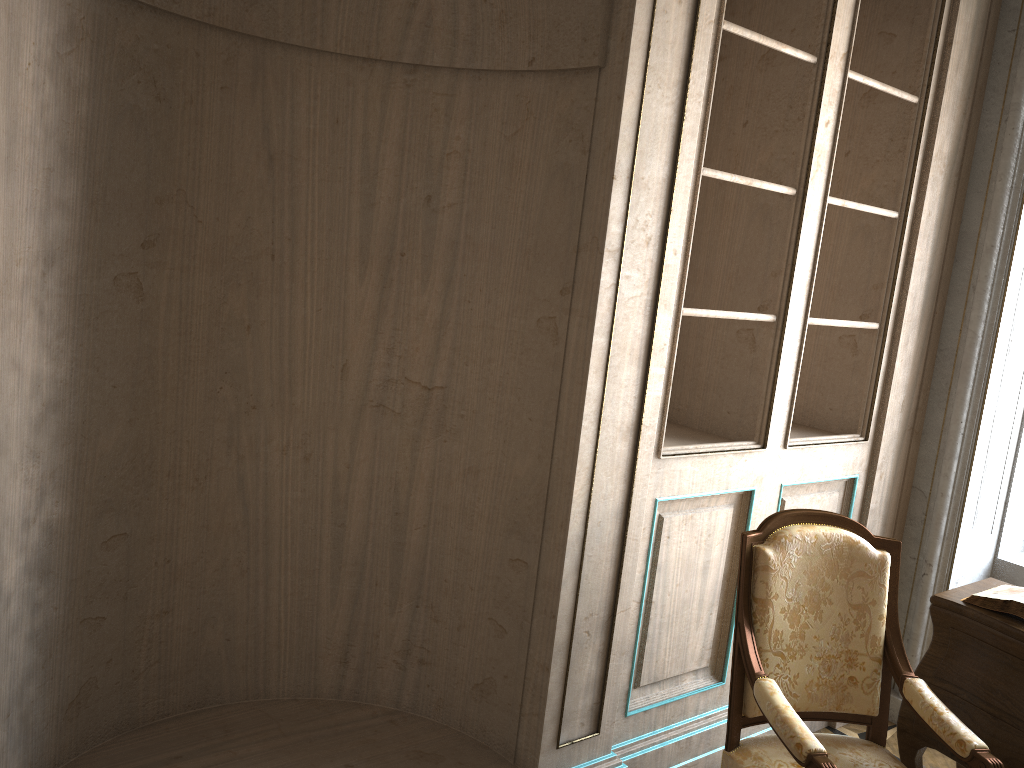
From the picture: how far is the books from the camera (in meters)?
2.55

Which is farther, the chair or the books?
the books

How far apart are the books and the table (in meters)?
0.02

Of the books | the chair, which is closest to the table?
the books

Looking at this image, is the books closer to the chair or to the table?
the table

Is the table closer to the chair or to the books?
the books

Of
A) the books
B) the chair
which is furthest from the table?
the chair

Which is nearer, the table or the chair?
the chair

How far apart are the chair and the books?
0.27m
